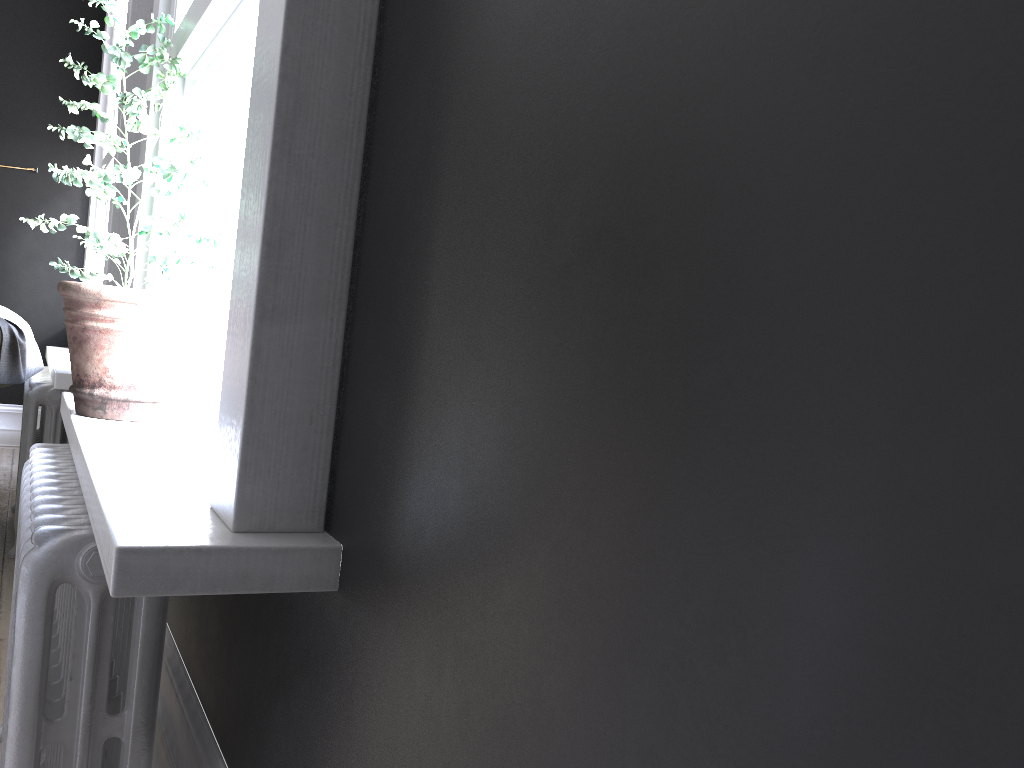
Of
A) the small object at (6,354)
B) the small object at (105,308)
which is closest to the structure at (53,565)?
the small object at (105,308)

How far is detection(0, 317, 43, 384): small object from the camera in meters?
3.5 m

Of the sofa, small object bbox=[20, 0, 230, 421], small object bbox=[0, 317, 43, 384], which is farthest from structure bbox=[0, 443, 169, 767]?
the sofa

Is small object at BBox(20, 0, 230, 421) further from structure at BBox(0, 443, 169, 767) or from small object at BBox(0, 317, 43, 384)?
small object at BBox(0, 317, 43, 384)

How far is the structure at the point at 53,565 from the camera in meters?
1.5 m

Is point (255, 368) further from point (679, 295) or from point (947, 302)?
point (947, 302)

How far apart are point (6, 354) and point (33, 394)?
0.5 meters

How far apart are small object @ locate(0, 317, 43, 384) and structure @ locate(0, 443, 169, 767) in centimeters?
138cm

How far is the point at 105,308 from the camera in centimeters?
222cm

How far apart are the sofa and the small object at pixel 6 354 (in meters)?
0.17
